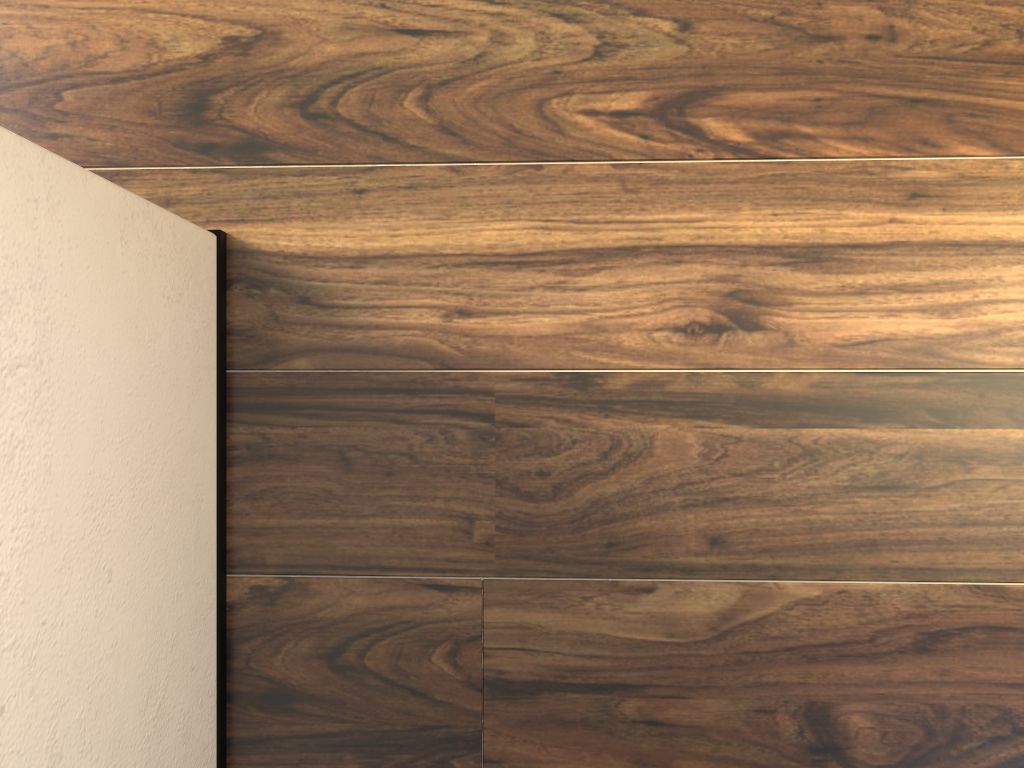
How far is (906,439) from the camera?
0.9m
